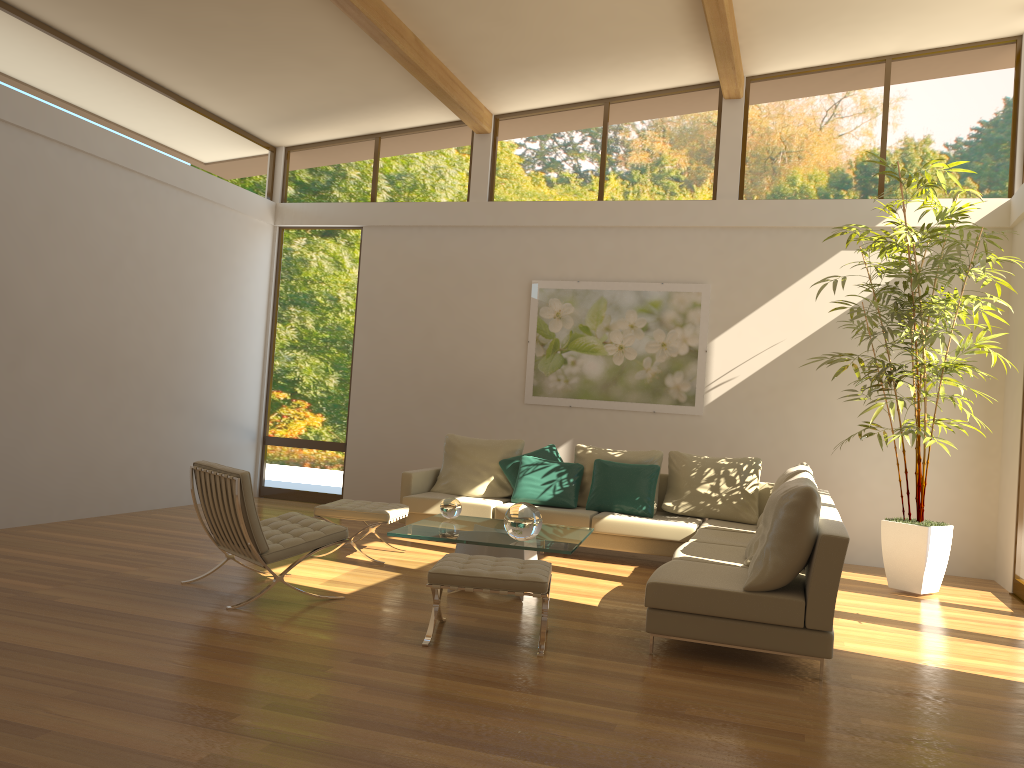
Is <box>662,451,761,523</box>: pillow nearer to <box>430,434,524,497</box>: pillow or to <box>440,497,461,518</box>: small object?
<box>430,434,524,497</box>: pillow

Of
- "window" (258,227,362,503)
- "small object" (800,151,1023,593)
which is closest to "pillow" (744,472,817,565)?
"small object" (800,151,1023,593)

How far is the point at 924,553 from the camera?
6.7m

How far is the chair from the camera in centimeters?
497cm

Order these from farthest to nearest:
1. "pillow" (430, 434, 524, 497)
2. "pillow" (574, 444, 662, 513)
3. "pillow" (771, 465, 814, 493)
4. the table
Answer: "pillow" (430, 434, 524, 497) < "pillow" (574, 444, 662, 513) < "pillow" (771, 465, 814, 493) < the table

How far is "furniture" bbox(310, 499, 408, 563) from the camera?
6.6 meters

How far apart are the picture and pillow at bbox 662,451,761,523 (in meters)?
0.87

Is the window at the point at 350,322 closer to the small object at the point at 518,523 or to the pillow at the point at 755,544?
the small object at the point at 518,523

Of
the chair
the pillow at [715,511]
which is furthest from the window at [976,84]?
the chair

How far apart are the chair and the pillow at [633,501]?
2.80m
